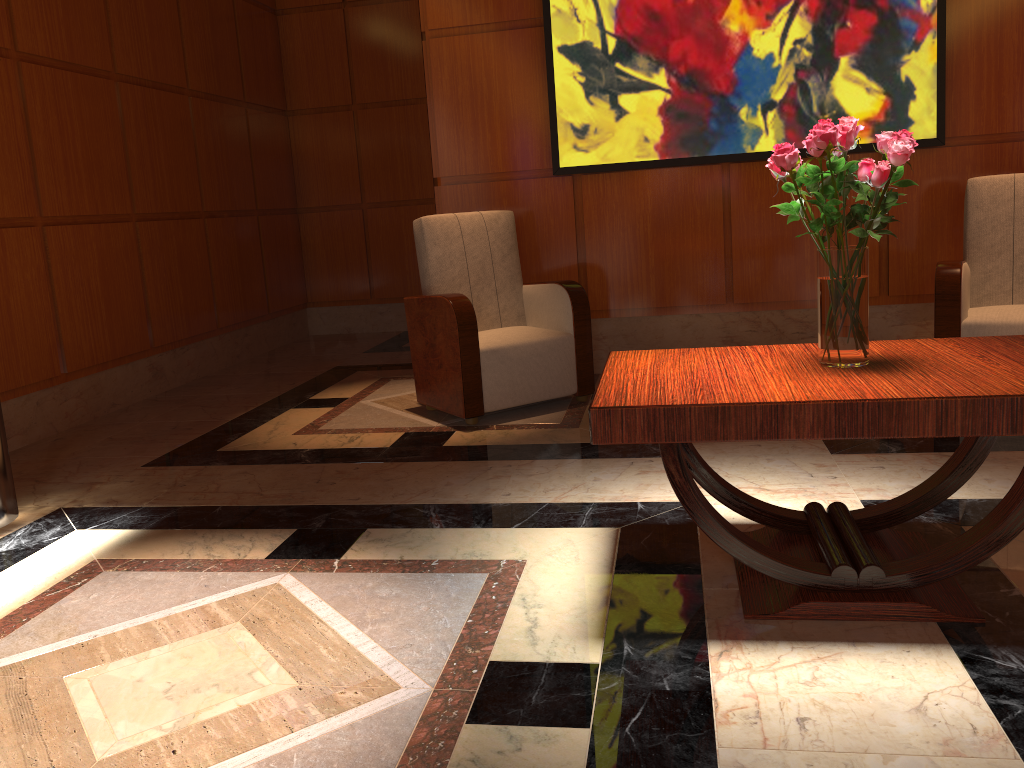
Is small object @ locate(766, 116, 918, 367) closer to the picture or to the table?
the table

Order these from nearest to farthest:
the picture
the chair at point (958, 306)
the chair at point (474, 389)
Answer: the chair at point (958, 306) < the chair at point (474, 389) < the picture

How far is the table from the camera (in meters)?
1.84

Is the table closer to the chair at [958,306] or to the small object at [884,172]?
the small object at [884,172]

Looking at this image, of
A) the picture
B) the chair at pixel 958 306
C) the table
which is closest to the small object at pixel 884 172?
the table

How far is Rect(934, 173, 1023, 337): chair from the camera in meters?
3.8

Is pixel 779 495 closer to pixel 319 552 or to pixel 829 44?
pixel 319 552

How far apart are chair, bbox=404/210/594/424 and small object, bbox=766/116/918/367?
1.9 meters

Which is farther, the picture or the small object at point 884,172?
the picture

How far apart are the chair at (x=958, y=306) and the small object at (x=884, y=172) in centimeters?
191cm
